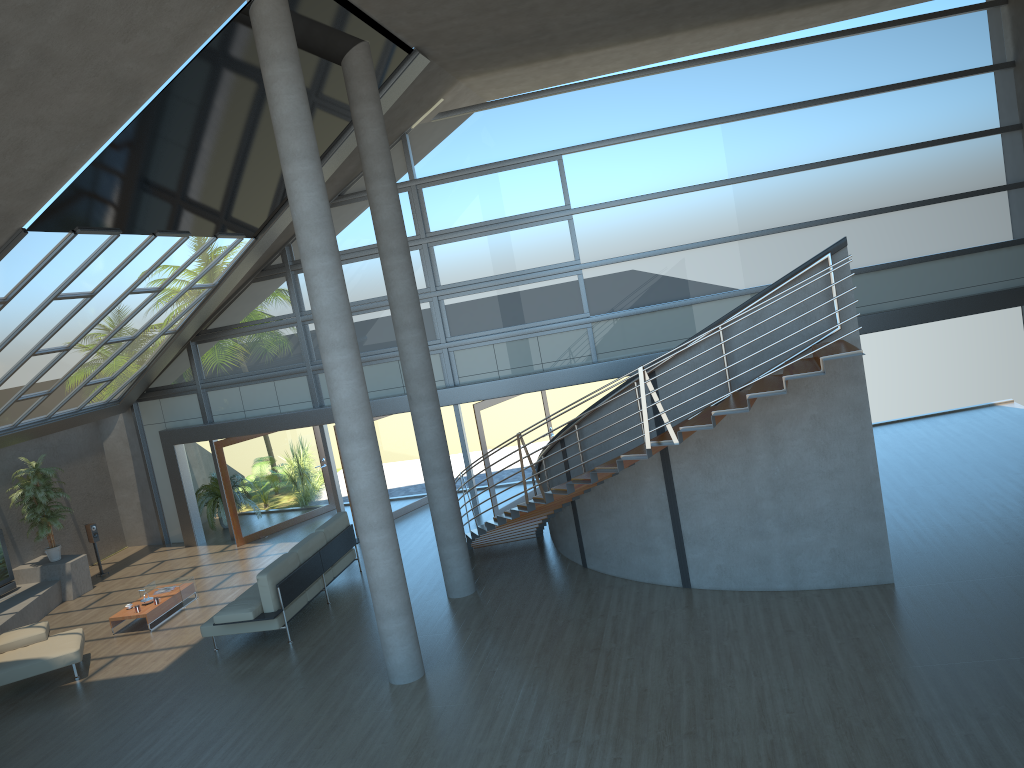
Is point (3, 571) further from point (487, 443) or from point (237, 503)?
point (487, 443)

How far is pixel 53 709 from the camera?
10.1 meters

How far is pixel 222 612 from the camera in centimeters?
1067cm

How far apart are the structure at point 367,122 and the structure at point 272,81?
2.2 meters

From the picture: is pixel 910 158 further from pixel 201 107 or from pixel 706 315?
pixel 201 107

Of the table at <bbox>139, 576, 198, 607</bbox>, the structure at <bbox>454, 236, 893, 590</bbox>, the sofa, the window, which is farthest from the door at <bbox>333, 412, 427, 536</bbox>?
the table at <bbox>139, 576, 198, 607</bbox>

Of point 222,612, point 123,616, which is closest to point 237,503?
point 123,616

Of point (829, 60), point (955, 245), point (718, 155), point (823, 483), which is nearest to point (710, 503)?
point (823, 483)

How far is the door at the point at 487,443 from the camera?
14.7 meters

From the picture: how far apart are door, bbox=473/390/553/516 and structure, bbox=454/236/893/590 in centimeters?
176cm
